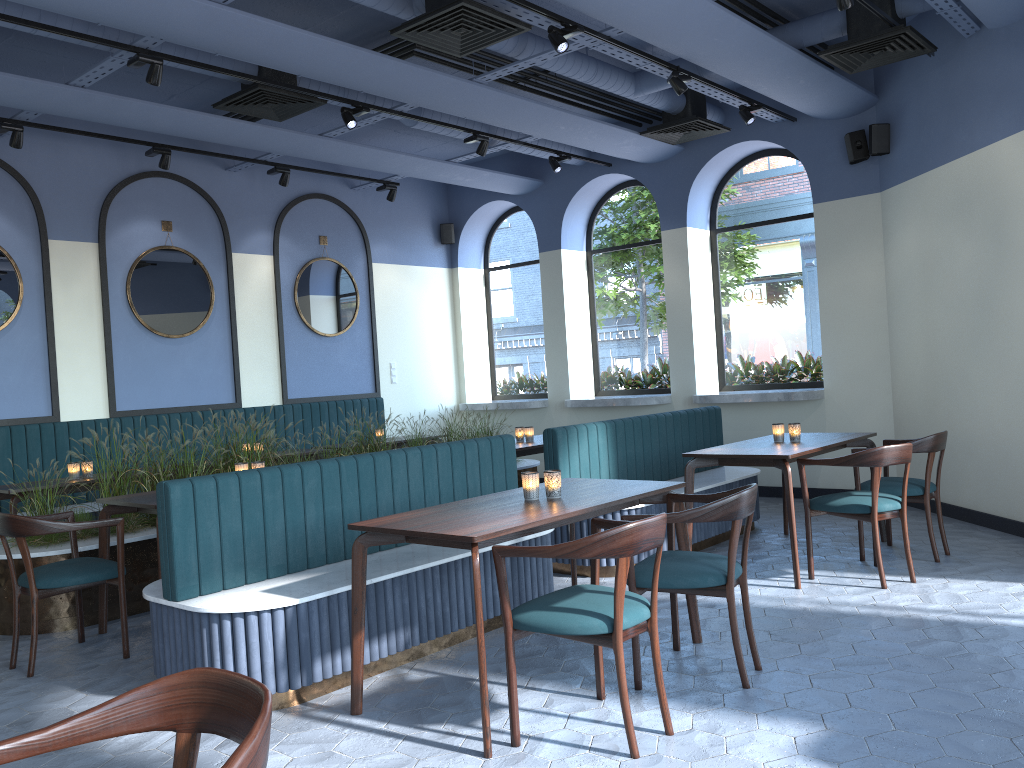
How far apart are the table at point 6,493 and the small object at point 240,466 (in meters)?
1.73

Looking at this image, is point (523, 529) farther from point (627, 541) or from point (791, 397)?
point (791, 397)

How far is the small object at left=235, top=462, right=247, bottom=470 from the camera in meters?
5.3

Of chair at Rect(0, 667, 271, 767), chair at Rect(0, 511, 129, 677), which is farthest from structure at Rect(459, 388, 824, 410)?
chair at Rect(0, 667, 271, 767)

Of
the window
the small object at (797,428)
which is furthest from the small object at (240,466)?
the window

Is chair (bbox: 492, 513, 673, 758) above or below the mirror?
below

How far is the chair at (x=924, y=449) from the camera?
5.4 meters

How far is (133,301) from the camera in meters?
7.9

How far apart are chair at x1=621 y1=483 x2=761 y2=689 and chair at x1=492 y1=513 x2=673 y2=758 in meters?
0.2 m

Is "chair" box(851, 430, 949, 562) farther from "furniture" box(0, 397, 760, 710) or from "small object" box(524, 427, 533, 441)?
"small object" box(524, 427, 533, 441)
